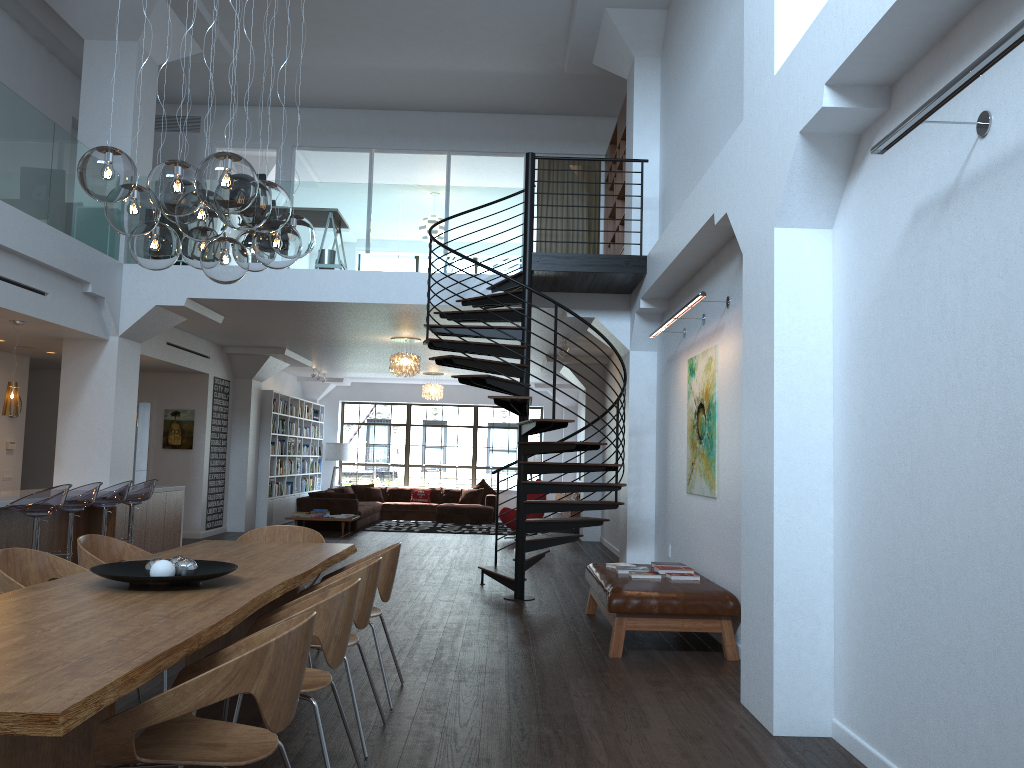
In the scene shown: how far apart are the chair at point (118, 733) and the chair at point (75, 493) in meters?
5.5

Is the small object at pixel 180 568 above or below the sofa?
above

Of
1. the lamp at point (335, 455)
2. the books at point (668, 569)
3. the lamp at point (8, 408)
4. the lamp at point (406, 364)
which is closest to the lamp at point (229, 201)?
the books at point (668, 569)

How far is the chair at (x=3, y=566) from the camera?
4.1 meters

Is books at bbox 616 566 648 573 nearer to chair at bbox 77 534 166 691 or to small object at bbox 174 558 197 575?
chair at bbox 77 534 166 691

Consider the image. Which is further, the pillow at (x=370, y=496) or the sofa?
the pillow at (x=370, y=496)

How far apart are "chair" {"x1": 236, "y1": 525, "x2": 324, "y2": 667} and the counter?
2.8m

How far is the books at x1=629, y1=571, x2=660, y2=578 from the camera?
→ 6.7 meters

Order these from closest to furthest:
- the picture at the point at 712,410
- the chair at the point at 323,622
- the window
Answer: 1. the chair at the point at 323,622
2. the picture at the point at 712,410
3. the window

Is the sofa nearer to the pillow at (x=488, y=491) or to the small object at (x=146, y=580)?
the pillow at (x=488, y=491)
